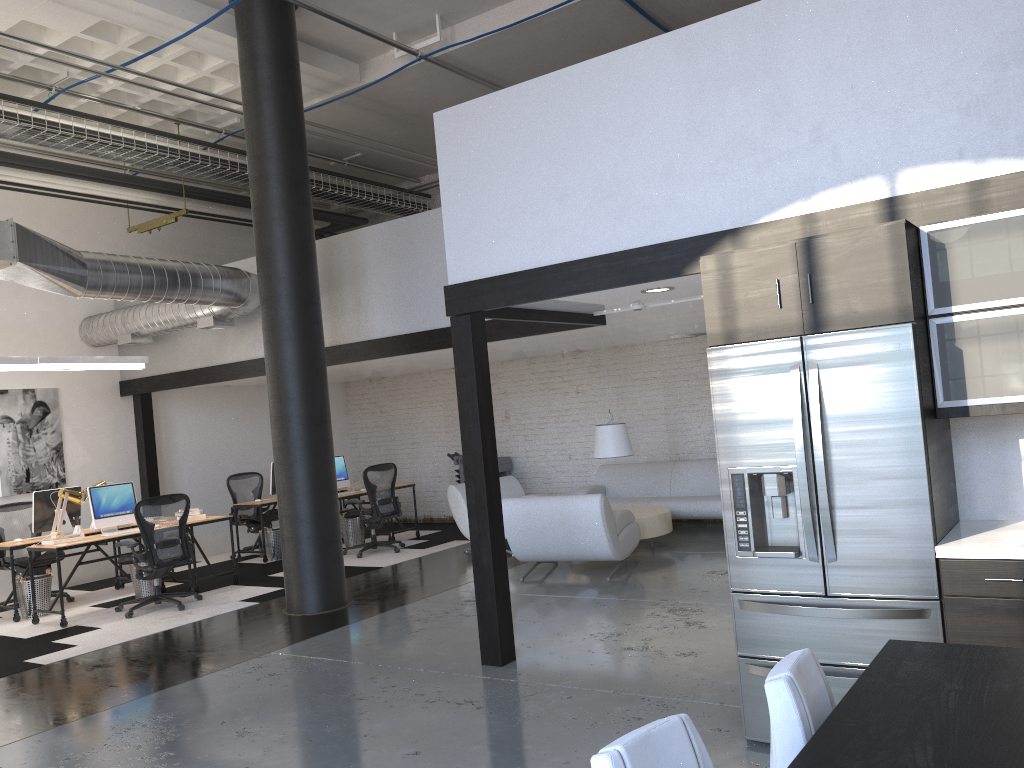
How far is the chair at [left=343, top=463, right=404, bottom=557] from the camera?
10.6m

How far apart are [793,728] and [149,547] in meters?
7.5 m

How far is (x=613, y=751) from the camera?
1.6m

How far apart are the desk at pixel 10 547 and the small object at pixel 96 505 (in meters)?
0.36

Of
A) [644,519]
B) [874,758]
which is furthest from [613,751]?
[644,519]

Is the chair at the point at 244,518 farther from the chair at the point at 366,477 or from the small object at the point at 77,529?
the small object at the point at 77,529

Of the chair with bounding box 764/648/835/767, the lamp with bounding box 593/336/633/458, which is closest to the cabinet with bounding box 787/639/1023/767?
the chair with bounding box 764/648/835/767

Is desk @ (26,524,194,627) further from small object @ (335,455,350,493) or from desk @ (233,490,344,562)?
small object @ (335,455,350,493)

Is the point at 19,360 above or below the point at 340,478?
above

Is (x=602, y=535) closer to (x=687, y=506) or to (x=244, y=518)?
(x=687, y=506)
